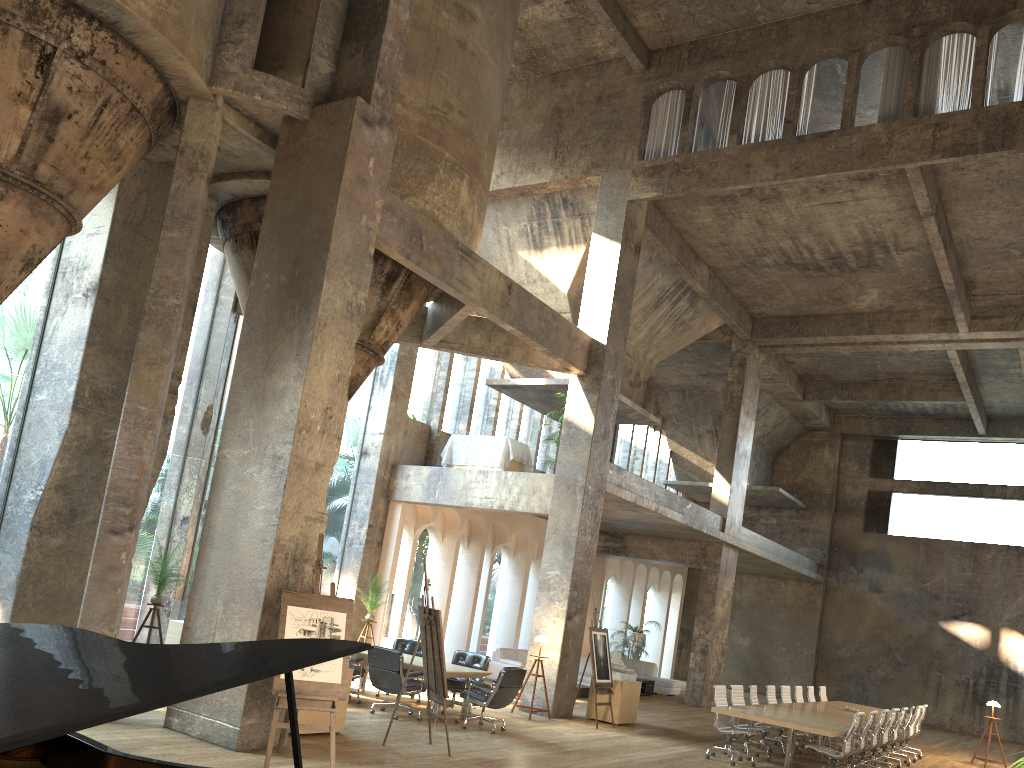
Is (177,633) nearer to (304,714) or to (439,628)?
(304,714)

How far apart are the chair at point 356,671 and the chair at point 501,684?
1.55m

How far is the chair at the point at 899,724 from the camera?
14.0m

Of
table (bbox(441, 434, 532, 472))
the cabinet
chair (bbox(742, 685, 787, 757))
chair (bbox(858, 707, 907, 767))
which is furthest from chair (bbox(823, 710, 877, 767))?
the cabinet

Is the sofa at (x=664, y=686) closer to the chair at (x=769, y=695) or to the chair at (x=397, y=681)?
the chair at (x=769, y=695)

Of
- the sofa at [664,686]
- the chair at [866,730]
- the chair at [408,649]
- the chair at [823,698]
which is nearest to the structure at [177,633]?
the chair at [408,649]

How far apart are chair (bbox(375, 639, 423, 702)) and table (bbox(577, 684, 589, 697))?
5.5 meters

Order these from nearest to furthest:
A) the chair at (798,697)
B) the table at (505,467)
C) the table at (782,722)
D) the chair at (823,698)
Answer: the table at (782,722) → the chair at (798,697) → the table at (505,467) → the chair at (823,698)

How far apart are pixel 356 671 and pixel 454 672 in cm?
144

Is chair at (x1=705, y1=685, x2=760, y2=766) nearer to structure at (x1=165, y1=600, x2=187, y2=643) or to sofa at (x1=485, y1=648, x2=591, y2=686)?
sofa at (x1=485, y1=648, x2=591, y2=686)
